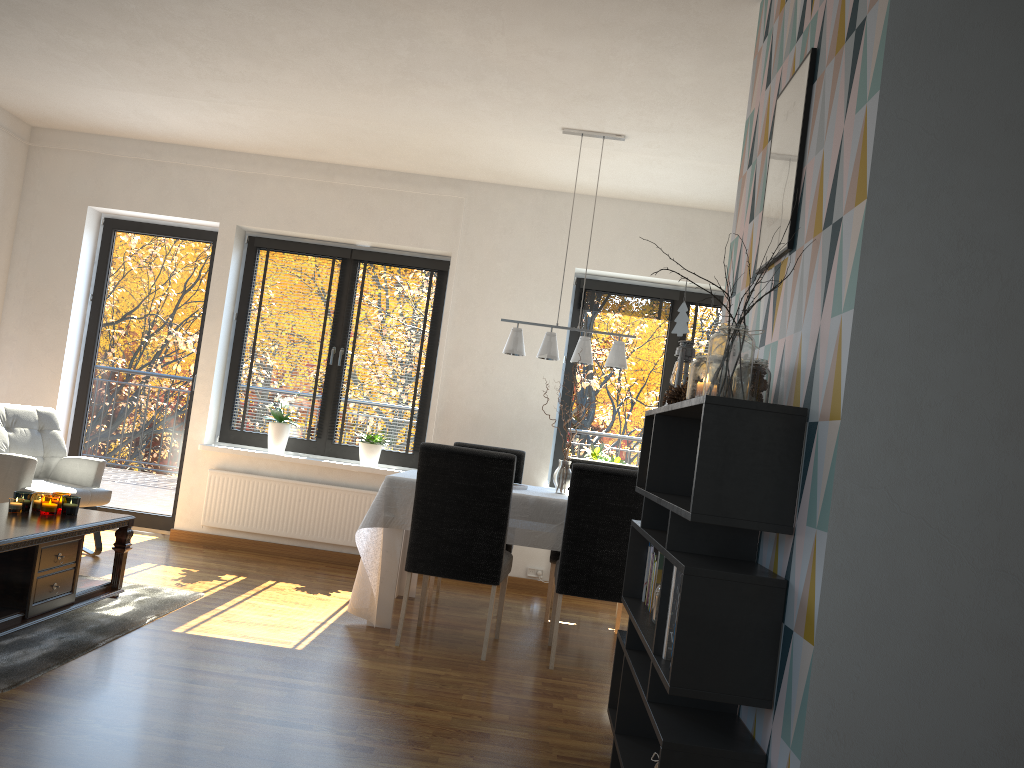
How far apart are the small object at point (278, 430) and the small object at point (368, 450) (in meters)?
0.54

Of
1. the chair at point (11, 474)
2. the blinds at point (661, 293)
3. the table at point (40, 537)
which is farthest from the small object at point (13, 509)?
the blinds at point (661, 293)

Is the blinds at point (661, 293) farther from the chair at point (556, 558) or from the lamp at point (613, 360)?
the chair at point (556, 558)

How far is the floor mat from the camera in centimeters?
313cm

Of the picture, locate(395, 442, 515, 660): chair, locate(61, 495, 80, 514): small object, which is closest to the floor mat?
locate(61, 495, 80, 514): small object

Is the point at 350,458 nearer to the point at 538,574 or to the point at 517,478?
the point at 517,478

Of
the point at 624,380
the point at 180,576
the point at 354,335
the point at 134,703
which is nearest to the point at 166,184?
the point at 354,335

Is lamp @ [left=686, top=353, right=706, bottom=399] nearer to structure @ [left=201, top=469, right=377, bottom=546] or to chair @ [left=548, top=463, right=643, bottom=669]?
chair @ [left=548, top=463, right=643, bottom=669]

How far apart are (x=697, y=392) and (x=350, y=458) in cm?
442

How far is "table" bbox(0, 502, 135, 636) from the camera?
3.5m
